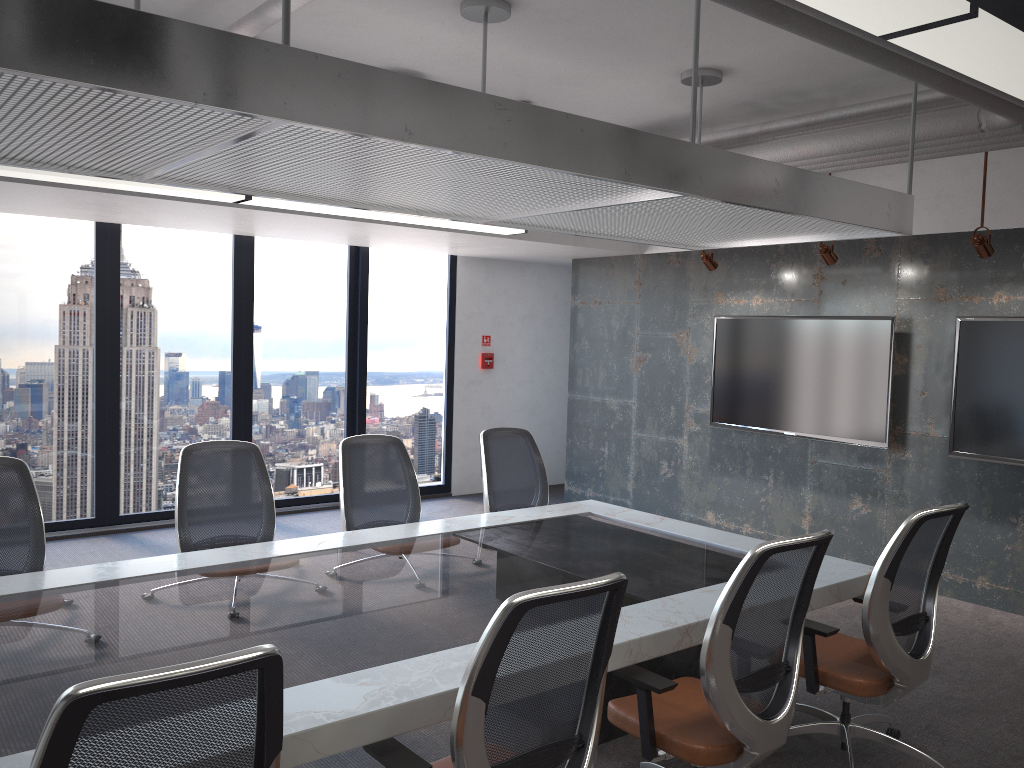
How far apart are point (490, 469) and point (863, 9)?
3.8 meters

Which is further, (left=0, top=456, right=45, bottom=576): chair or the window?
the window

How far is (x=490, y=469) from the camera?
5.31m

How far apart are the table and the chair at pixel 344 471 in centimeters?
32cm

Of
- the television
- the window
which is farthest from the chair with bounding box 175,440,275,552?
the television

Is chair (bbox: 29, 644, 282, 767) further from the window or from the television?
the window

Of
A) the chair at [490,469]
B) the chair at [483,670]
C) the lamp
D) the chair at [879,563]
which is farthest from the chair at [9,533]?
the chair at [879,563]

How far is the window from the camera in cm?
704

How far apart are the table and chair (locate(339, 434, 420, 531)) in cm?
32

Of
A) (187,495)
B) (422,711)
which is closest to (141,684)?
(422,711)
